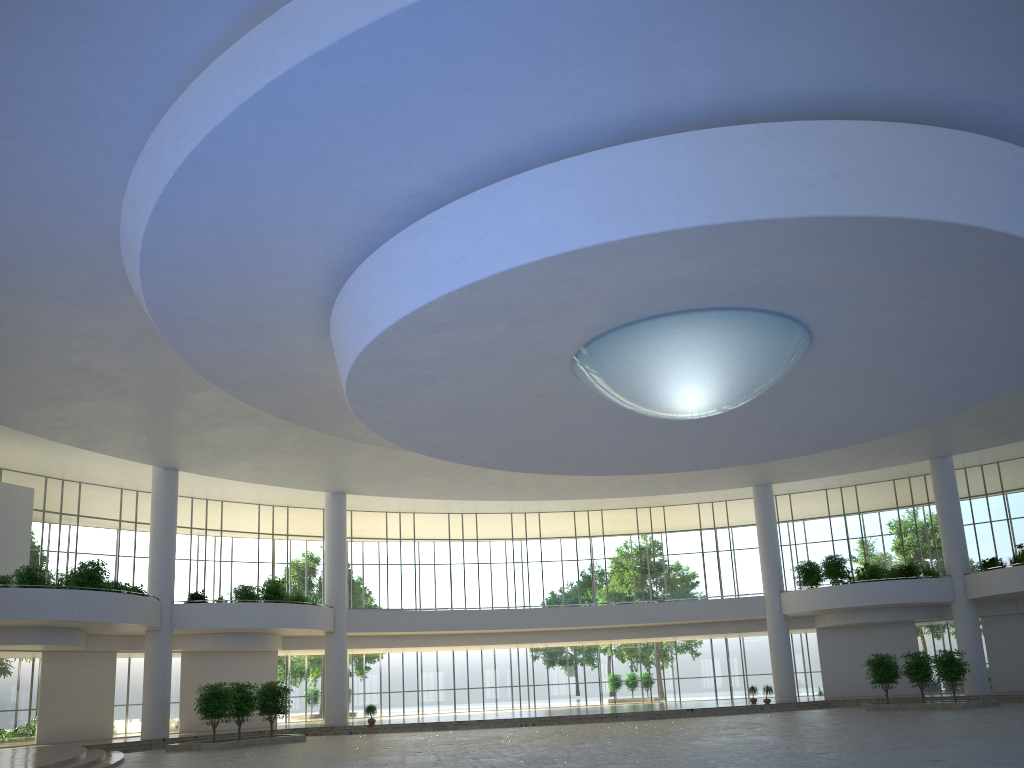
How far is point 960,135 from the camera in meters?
29.9
